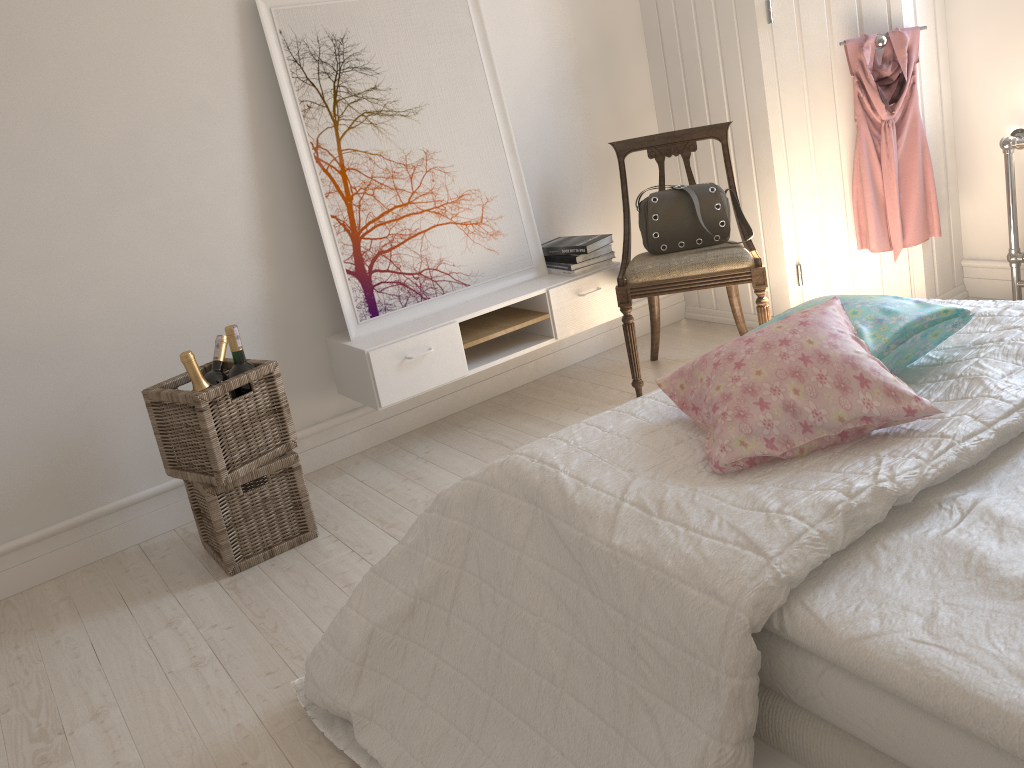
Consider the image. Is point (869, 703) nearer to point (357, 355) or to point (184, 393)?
point (184, 393)

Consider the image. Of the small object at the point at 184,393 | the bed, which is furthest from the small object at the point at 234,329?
the bed

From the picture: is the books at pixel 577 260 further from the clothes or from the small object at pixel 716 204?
the clothes

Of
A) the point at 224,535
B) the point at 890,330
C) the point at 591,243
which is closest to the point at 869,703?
the point at 890,330

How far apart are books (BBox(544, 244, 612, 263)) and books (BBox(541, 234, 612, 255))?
0.0m

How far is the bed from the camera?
1.04m

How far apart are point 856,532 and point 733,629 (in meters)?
0.24

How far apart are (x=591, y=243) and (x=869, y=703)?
2.4 meters

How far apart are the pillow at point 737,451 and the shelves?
1.3m

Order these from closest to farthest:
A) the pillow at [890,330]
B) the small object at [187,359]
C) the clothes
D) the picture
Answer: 1. the pillow at [890,330]
2. the small object at [187,359]
3. the picture
4. the clothes
